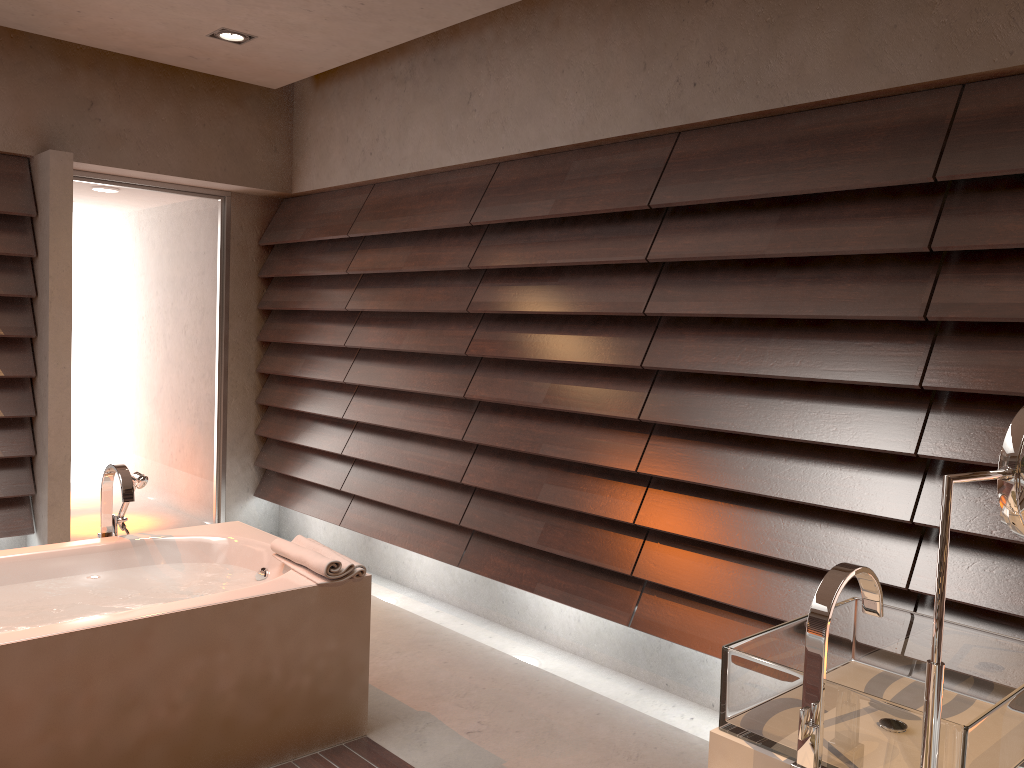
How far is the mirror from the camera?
1.02m

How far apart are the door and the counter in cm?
430

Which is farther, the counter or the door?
the door

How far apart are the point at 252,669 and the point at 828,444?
1.8 meters

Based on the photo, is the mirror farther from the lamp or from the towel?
the lamp

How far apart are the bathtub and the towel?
0.0m

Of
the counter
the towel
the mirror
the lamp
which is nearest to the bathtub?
the towel

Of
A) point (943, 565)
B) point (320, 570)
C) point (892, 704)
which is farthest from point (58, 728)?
A: point (943, 565)

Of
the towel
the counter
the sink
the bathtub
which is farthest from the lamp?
the counter

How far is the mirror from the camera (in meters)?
1.02
